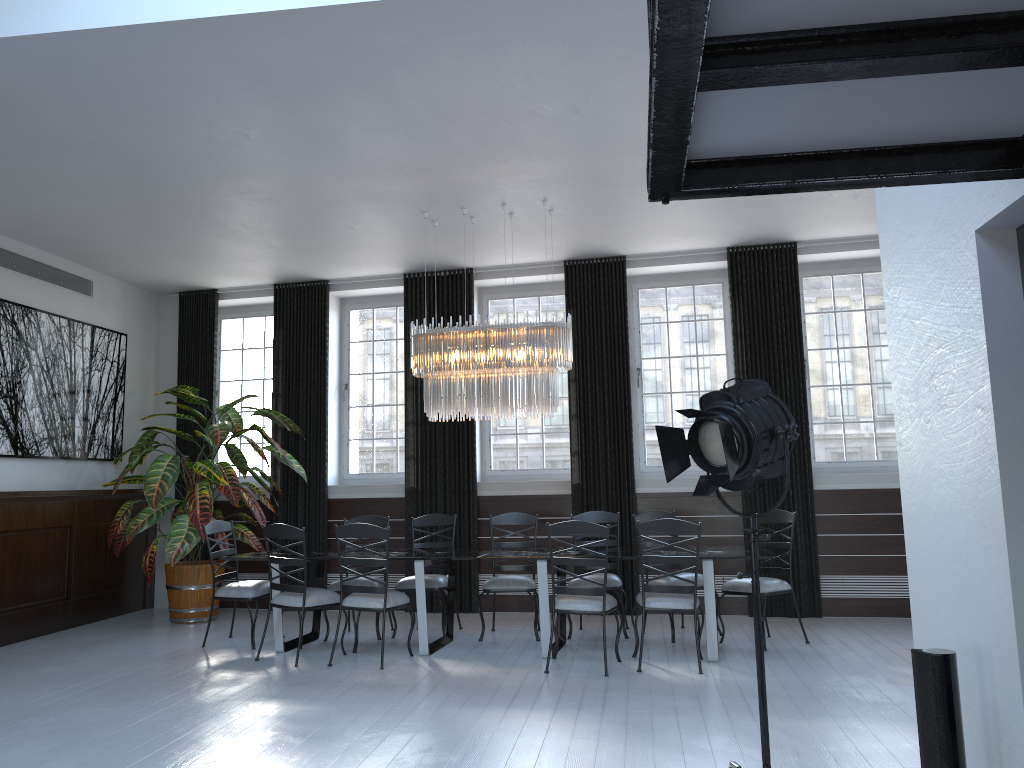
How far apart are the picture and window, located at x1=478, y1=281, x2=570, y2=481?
3.61m

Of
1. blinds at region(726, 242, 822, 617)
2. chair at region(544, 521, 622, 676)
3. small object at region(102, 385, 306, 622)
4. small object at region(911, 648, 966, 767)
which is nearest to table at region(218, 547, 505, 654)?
chair at region(544, 521, 622, 676)

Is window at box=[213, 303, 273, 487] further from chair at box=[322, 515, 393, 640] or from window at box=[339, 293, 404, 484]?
chair at box=[322, 515, 393, 640]

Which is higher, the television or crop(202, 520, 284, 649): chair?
the television

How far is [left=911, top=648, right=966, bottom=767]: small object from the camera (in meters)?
2.51

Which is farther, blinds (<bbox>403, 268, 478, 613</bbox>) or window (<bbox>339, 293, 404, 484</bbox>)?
window (<bbox>339, 293, 404, 484</bbox>)

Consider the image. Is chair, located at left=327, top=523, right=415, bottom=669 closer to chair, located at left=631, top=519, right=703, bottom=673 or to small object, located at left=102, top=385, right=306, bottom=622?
chair, located at left=631, top=519, right=703, bottom=673

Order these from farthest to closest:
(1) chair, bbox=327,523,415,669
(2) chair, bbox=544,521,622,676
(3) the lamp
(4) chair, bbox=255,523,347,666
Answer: (3) the lamp, (4) chair, bbox=255,523,347,666, (1) chair, bbox=327,523,415,669, (2) chair, bbox=544,521,622,676

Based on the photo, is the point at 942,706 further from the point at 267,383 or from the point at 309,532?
the point at 267,383

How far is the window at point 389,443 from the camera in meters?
9.2 m
